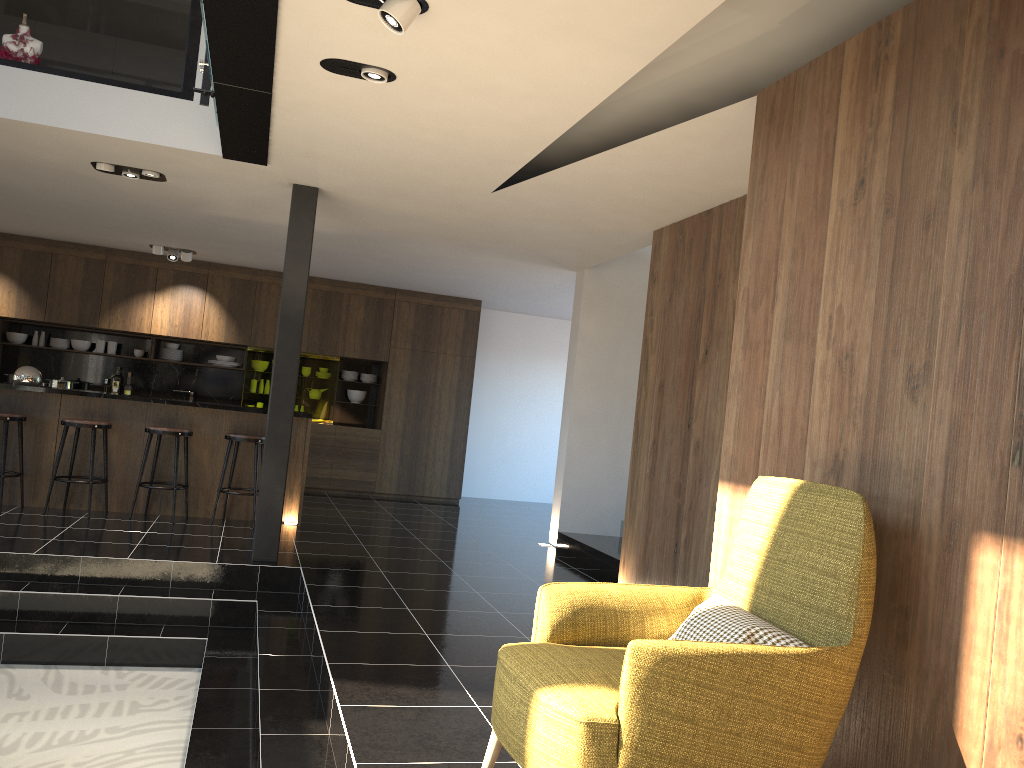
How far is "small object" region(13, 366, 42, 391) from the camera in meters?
7.5 m

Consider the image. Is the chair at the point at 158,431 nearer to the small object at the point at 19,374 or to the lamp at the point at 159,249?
the small object at the point at 19,374

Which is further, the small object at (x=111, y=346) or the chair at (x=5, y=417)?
the small object at (x=111, y=346)

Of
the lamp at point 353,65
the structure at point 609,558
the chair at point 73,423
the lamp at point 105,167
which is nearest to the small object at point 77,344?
the chair at point 73,423

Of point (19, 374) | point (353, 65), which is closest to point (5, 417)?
point (19, 374)

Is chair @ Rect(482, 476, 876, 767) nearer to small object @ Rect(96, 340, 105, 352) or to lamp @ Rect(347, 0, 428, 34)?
lamp @ Rect(347, 0, 428, 34)

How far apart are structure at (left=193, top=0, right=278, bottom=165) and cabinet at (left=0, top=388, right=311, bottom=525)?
3.0m

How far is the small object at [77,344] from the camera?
10.8 meters

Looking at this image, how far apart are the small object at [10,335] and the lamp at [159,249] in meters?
2.2

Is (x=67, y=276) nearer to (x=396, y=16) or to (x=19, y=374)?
(x=19, y=374)
